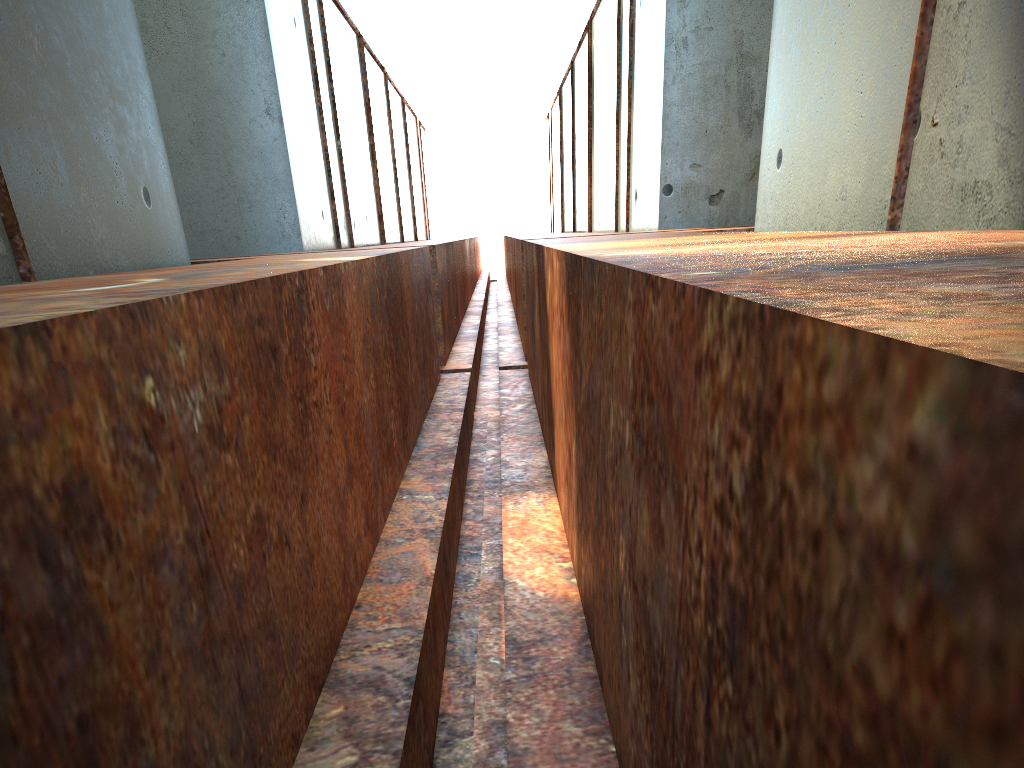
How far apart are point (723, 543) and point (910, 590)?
0.49m

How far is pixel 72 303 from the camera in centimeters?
173cm
